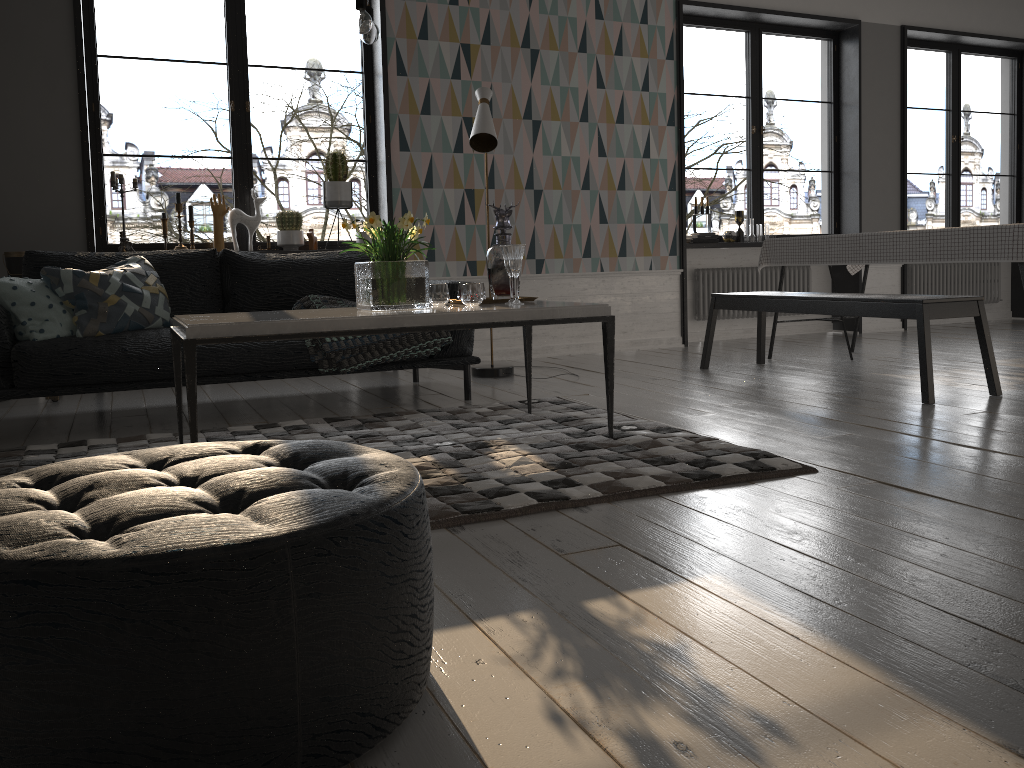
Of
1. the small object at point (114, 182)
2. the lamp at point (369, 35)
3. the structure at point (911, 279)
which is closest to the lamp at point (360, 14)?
the lamp at point (369, 35)

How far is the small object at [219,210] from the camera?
5.4m

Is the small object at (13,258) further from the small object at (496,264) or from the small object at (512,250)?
the small object at (512,250)

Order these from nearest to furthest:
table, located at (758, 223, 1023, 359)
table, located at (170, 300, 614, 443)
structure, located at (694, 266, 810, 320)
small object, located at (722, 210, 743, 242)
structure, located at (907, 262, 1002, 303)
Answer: table, located at (170, 300, 614, 443), table, located at (758, 223, 1023, 359), small object, located at (722, 210, 743, 242), structure, located at (694, 266, 810, 320), structure, located at (907, 262, 1002, 303)

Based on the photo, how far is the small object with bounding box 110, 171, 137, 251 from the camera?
5.14m

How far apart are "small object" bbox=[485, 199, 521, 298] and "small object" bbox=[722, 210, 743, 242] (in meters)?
3.86

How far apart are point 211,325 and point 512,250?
1.2 meters

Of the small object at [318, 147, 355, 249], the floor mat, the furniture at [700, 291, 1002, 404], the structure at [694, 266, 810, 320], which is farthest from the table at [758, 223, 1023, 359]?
the small object at [318, 147, 355, 249]

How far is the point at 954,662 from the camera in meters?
1.4 m

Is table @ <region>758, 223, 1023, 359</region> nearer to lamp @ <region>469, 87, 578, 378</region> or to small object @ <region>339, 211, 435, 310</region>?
lamp @ <region>469, 87, 578, 378</region>
